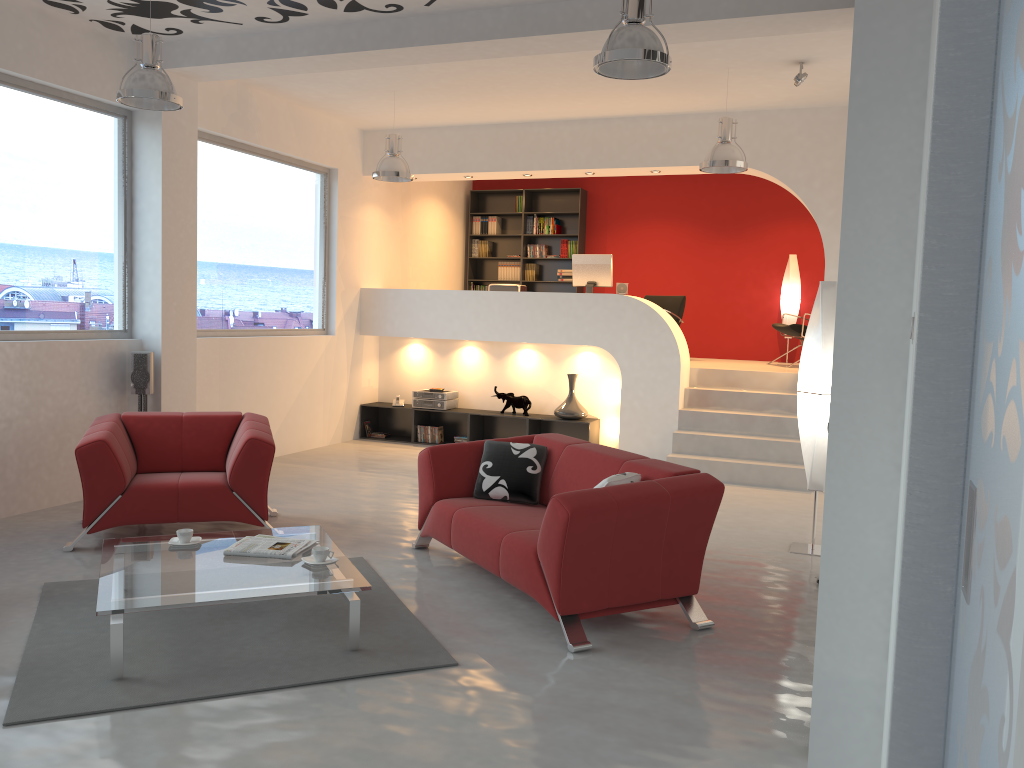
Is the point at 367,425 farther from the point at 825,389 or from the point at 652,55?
the point at 652,55

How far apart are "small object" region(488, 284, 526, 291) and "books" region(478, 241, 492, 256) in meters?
2.6 m

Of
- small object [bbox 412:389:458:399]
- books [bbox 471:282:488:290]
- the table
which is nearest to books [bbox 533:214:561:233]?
books [bbox 471:282:488:290]

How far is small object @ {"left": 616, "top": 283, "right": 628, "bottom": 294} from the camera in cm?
969

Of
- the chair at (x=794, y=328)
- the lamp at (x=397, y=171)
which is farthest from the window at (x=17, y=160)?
the chair at (x=794, y=328)

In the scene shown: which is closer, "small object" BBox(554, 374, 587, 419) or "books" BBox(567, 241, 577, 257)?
"small object" BBox(554, 374, 587, 419)

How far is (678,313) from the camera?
10.9 meters

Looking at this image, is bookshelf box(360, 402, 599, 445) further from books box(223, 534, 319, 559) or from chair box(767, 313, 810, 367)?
books box(223, 534, 319, 559)

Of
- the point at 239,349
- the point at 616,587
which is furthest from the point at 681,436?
the point at 616,587

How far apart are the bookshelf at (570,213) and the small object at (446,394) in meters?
2.7 m
